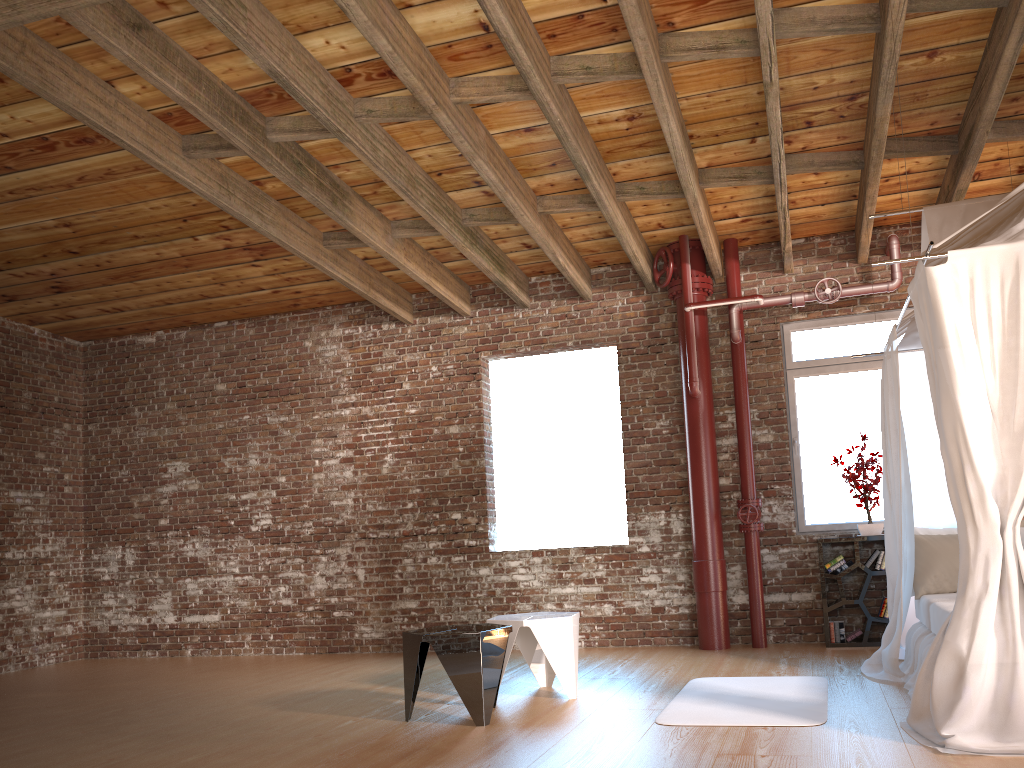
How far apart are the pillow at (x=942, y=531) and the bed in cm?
5

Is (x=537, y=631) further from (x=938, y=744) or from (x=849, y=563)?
(x=849, y=563)

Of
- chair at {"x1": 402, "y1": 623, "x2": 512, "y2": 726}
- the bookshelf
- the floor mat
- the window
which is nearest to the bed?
the floor mat

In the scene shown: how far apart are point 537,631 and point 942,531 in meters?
2.7

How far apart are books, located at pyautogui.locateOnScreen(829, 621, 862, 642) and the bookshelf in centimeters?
4cm

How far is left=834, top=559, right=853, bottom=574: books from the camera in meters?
6.7

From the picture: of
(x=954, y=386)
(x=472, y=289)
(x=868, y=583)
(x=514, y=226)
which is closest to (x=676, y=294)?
(x=514, y=226)

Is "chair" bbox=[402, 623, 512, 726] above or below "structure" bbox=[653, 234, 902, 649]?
below

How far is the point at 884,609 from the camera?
6.6m

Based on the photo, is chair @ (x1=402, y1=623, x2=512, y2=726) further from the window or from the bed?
the window
